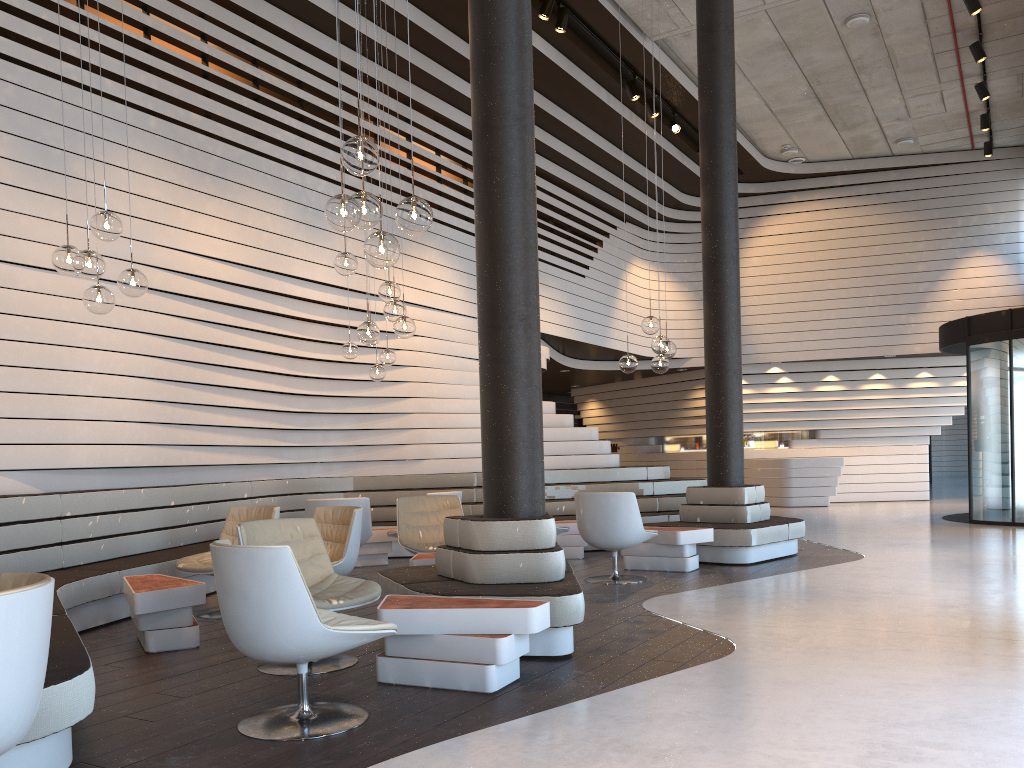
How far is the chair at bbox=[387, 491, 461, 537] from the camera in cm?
835

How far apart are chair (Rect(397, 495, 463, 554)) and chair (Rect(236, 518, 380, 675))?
2.0m

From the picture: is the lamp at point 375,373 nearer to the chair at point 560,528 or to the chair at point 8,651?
the chair at point 560,528

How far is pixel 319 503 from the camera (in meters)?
7.53

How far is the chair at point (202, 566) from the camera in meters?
6.1

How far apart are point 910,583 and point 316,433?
6.09m

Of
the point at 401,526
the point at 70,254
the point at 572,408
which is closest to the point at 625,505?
the point at 401,526

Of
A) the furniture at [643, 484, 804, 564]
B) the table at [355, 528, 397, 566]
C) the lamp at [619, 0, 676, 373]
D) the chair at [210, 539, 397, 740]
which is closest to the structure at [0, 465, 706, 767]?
the chair at [210, 539, 397, 740]

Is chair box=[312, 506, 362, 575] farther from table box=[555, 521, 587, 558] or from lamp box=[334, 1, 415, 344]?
table box=[555, 521, 587, 558]

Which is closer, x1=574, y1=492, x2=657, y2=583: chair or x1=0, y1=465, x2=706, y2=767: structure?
x1=0, y1=465, x2=706, y2=767: structure
